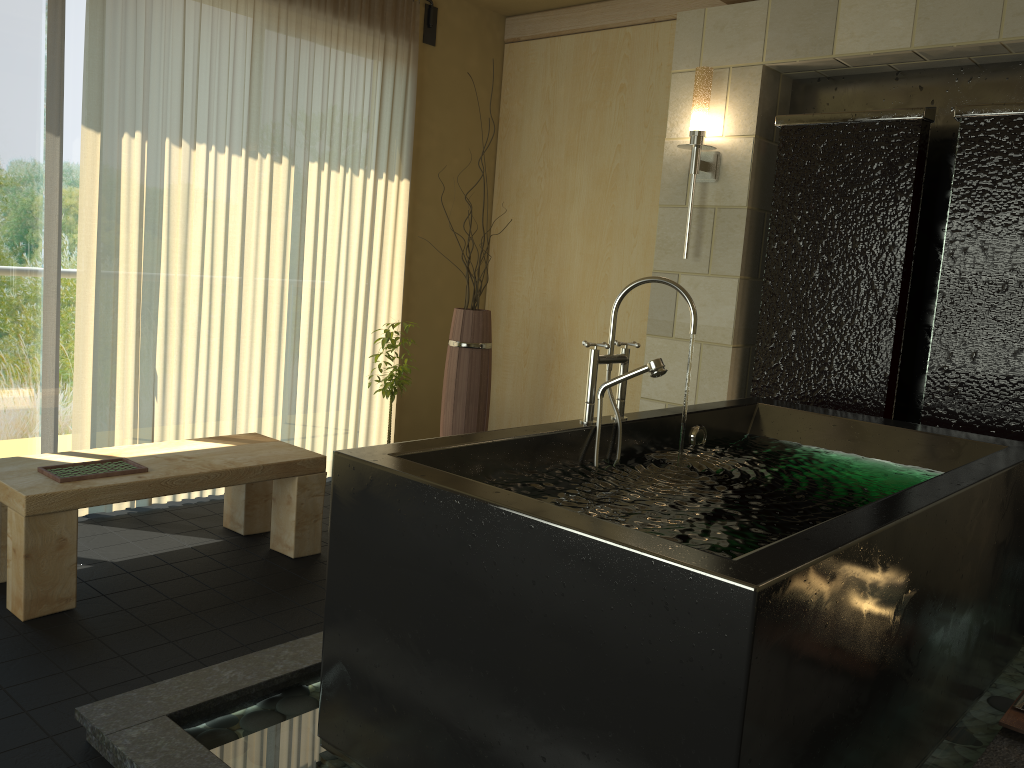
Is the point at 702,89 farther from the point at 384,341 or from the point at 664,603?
the point at 664,603

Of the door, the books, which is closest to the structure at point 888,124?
the books

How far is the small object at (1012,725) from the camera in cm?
208

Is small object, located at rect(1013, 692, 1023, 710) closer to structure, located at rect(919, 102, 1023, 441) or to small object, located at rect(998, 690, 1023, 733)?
small object, located at rect(998, 690, 1023, 733)

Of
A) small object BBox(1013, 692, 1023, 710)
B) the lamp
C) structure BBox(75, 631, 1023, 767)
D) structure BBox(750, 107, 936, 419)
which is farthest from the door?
small object BBox(1013, 692, 1023, 710)

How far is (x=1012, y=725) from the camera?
2.1 meters

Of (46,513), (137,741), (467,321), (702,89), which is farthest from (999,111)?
(46,513)

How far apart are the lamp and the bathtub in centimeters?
110cm

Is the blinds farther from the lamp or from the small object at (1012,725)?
the small object at (1012,725)

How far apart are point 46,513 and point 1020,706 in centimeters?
278cm
